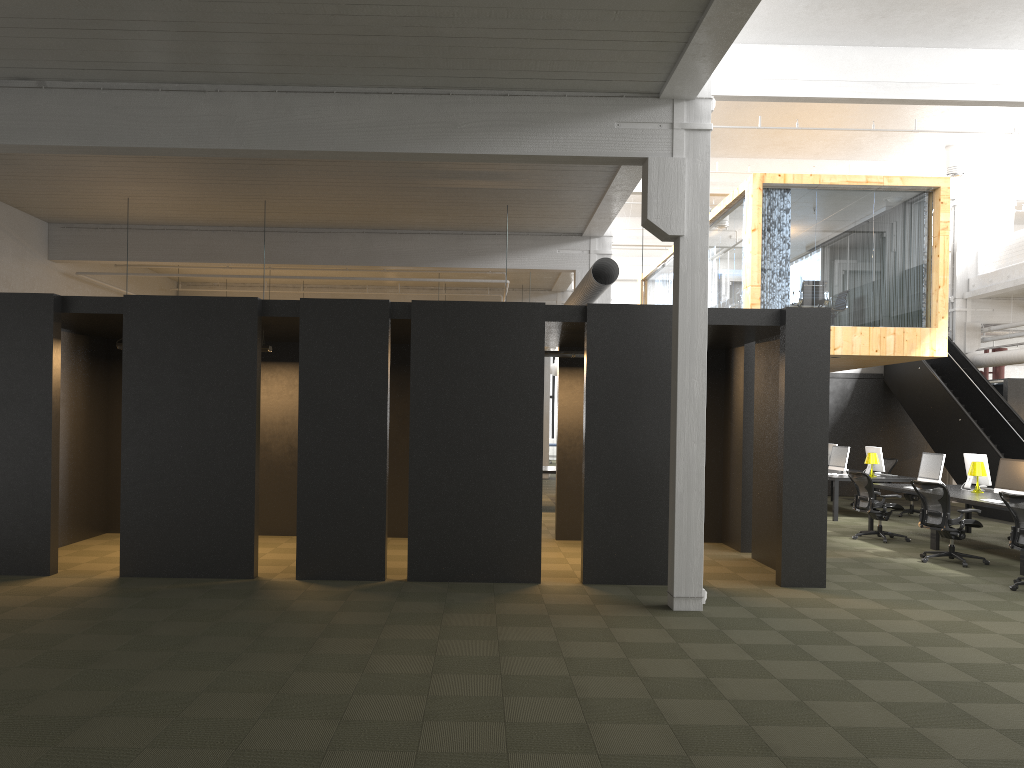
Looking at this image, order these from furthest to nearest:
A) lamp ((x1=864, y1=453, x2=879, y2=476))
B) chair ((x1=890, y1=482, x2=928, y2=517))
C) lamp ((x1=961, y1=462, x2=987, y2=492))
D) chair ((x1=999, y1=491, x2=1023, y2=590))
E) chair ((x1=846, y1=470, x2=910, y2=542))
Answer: chair ((x1=890, y1=482, x2=928, y2=517)) → lamp ((x1=864, y1=453, x2=879, y2=476)) → chair ((x1=846, y1=470, x2=910, y2=542)) → lamp ((x1=961, y1=462, x2=987, y2=492)) → chair ((x1=999, y1=491, x2=1023, y2=590))

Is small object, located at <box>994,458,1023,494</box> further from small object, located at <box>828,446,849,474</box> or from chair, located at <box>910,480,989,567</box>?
small object, located at <box>828,446,849,474</box>

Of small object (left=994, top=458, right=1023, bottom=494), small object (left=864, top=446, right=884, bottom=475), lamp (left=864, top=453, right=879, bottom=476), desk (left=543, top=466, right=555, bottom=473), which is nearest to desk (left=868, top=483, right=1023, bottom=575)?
small object (left=994, top=458, right=1023, bottom=494)

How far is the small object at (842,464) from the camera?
16.22m

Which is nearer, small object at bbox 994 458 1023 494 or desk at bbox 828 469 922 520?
small object at bbox 994 458 1023 494

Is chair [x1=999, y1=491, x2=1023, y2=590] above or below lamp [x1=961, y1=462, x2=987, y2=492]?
below

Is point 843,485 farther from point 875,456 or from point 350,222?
point 350,222

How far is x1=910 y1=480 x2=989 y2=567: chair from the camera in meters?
10.7

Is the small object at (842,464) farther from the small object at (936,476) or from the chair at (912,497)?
the small object at (936,476)

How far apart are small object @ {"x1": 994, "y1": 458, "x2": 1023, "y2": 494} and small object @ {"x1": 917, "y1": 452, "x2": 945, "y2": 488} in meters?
1.5 m
